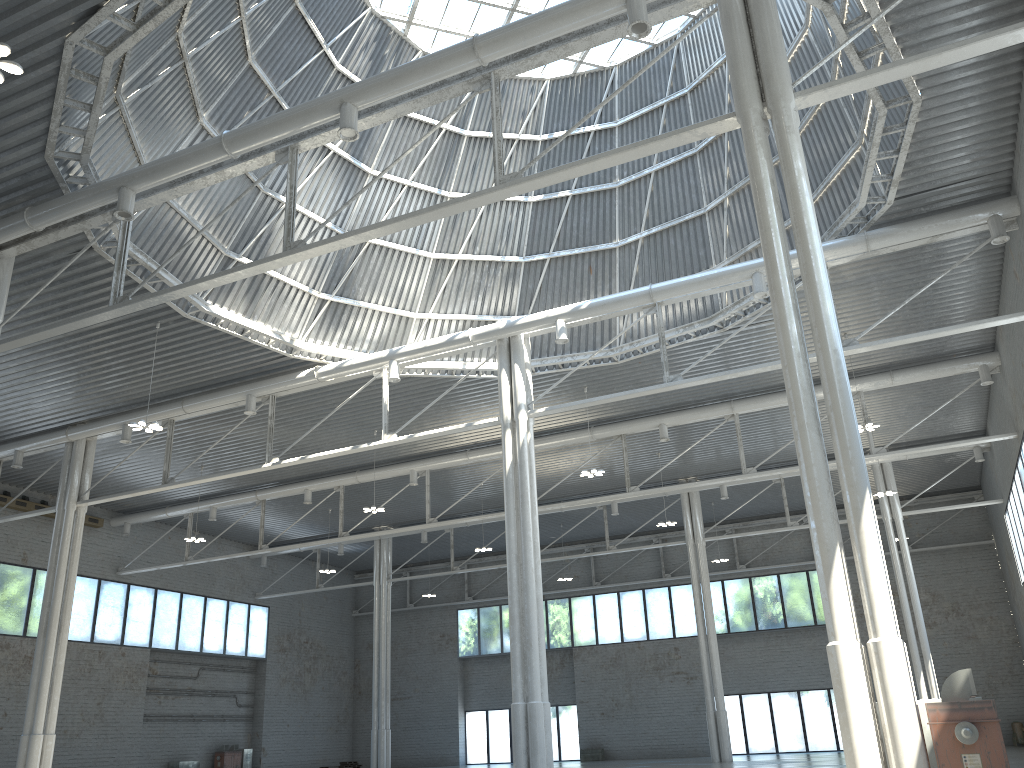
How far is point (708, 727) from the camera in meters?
49.3 m

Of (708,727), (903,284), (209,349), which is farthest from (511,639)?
(708,727)

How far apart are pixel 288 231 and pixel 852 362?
26.5 meters
